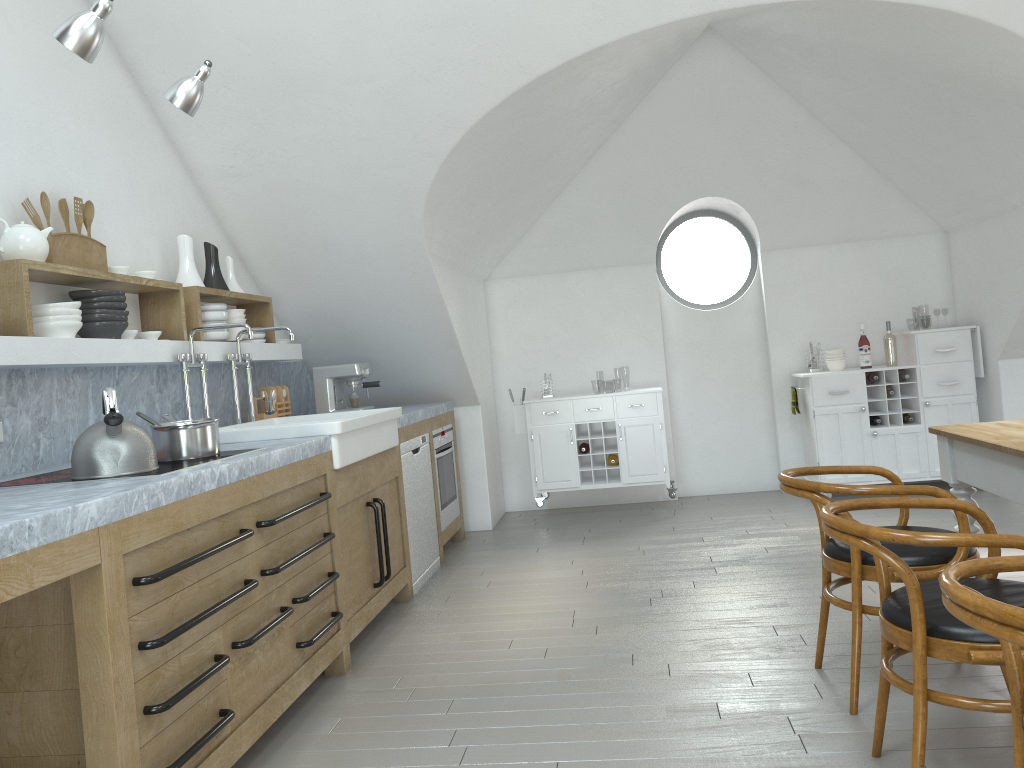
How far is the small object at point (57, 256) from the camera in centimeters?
331cm

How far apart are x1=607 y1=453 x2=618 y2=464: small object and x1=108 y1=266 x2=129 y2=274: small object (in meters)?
3.70

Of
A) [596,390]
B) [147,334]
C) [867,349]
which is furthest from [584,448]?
[596,390]

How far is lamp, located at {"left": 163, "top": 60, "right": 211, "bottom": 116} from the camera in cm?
283

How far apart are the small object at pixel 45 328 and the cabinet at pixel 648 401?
3.7m

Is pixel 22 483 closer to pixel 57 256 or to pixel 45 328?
pixel 45 328

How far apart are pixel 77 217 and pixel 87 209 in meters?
0.1 m

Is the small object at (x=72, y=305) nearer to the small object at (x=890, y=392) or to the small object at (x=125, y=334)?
the small object at (x=125, y=334)

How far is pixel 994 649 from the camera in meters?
2.0 m

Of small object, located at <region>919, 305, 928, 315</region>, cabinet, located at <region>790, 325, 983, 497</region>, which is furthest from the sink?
small object, located at <region>919, 305, 928, 315</region>
